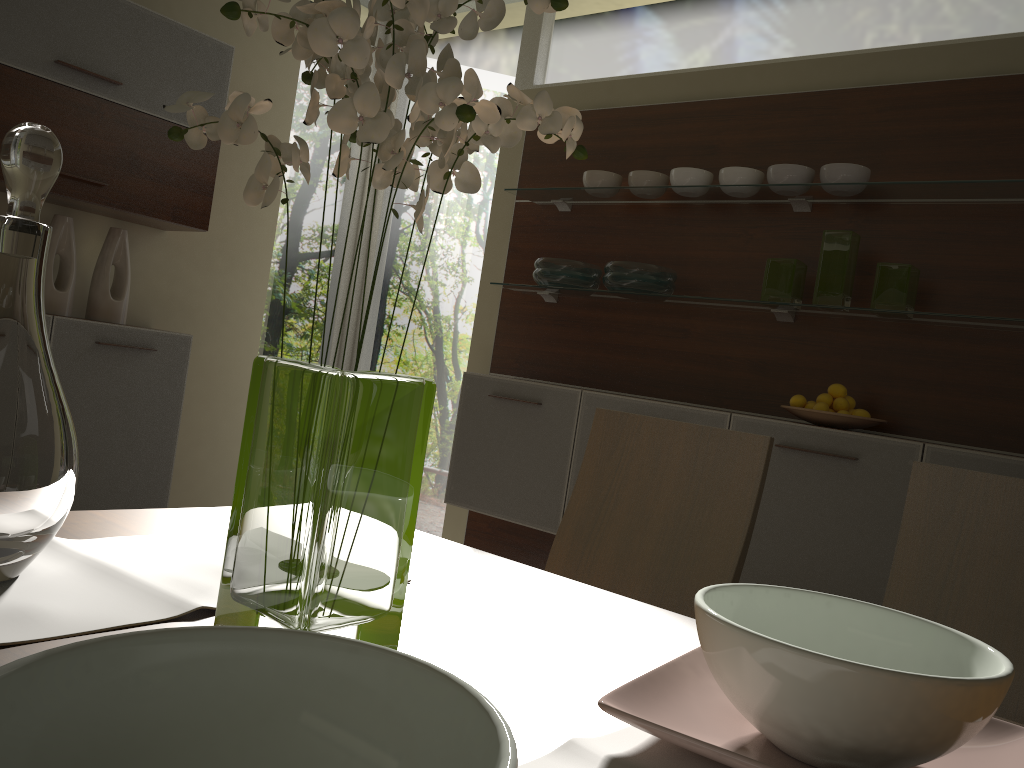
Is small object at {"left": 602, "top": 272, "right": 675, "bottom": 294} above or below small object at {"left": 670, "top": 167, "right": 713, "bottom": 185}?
below

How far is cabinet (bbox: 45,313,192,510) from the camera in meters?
3.4 m

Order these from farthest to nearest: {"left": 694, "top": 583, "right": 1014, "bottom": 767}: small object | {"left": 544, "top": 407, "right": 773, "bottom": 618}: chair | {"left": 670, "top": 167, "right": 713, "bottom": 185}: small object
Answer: {"left": 670, "top": 167, "right": 713, "bottom": 185}: small object, {"left": 544, "top": 407, "right": 773, "bottom": 618}: chair, {"left": 694, "top": 583, "right": 1014, "bottom": 767}: small object

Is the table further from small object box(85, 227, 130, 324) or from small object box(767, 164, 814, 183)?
small object box(85, 227, 130, 324)

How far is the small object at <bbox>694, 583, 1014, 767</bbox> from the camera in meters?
0.6 m

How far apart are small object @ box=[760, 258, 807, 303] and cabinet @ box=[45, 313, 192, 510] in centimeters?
234cm

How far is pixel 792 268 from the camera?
3.1 meters

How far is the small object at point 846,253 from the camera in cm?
294

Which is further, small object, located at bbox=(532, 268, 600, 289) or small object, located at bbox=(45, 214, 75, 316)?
small object, located at bbox=(532, 268, 600, 289)

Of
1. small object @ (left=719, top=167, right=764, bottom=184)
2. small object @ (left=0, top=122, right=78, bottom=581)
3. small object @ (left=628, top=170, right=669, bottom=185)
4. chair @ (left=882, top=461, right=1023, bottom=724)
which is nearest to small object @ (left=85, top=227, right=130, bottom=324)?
small object @ (left=628, top=170, right=669, bottom=185)
